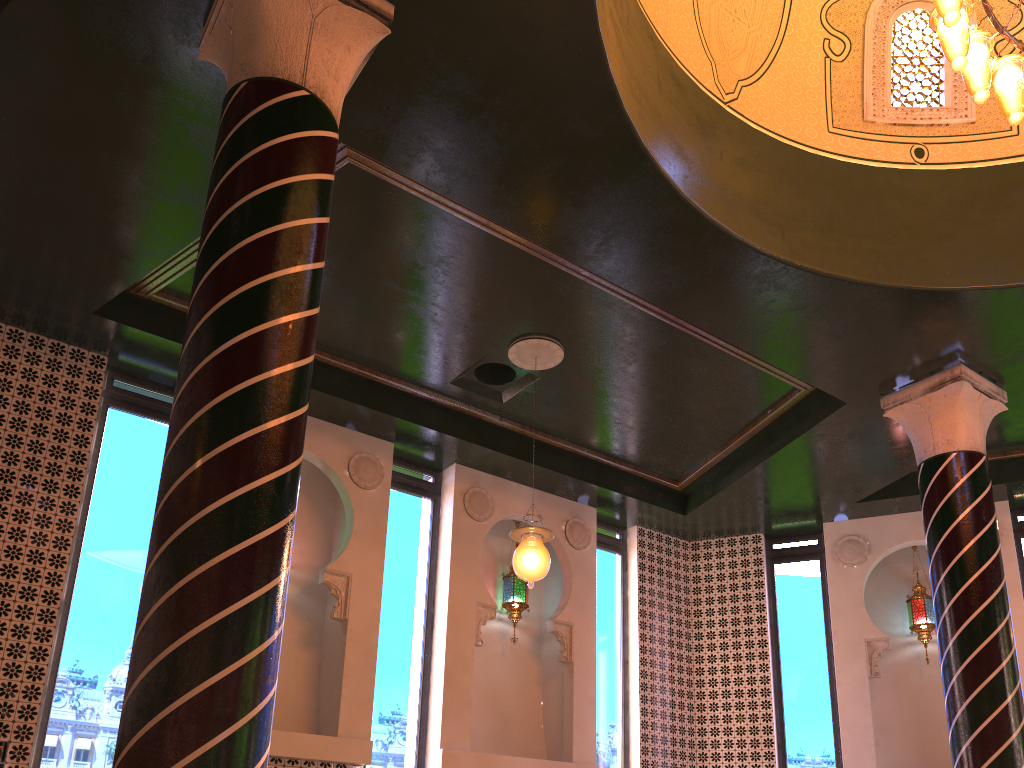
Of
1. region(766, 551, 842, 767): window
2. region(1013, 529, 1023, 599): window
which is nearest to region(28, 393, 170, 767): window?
region(766, 551, 842, 767): window

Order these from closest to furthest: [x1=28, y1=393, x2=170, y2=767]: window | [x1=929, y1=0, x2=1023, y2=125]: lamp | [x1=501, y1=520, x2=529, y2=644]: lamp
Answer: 1. [x1=929, y1=0, x2=1023, y2=125]: lamp
2. [x1=28, y1=393, x2=170, y2=767]: window
3. [x1=501, y1=520, x2=529, y2=644]: lamp

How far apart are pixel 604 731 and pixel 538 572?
3.76m

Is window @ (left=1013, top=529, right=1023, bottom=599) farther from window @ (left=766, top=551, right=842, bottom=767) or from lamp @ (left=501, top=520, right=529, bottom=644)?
lamp @ (left=501, top=520, right=529, bottom=644)

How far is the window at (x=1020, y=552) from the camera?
10.1m

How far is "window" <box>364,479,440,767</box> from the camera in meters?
8.4

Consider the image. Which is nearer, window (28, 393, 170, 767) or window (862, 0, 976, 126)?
window (28, 393, 170, 767)

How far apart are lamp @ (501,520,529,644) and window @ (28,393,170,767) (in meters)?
3.96

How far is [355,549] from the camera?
8.6m

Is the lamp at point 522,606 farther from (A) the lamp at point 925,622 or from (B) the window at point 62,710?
(A) the lamp at point 925,622
